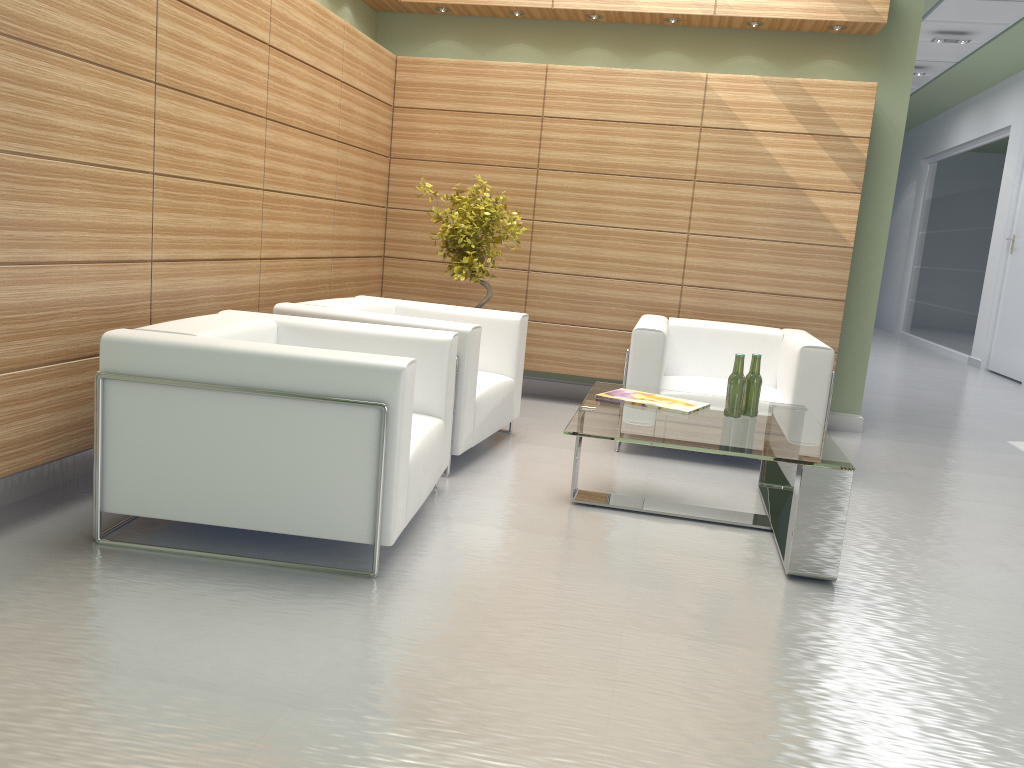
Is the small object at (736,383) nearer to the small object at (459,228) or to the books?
the books

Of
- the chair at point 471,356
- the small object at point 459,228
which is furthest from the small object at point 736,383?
the small object at point 459,228

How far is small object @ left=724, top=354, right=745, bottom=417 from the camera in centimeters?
653cm

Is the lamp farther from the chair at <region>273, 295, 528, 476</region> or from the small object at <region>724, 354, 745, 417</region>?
the small object at <region>724, 354, 745, 417</region>

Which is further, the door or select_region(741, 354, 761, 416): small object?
the door

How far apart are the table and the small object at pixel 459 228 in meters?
2.2

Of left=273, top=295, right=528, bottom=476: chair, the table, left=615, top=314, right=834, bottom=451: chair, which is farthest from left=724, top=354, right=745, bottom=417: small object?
left=273, top=295, right=528, bottom=476: chair

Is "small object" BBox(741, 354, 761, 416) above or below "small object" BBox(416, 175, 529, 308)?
below

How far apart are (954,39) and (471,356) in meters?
14.1 m

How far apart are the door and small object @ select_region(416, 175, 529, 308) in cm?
1235
